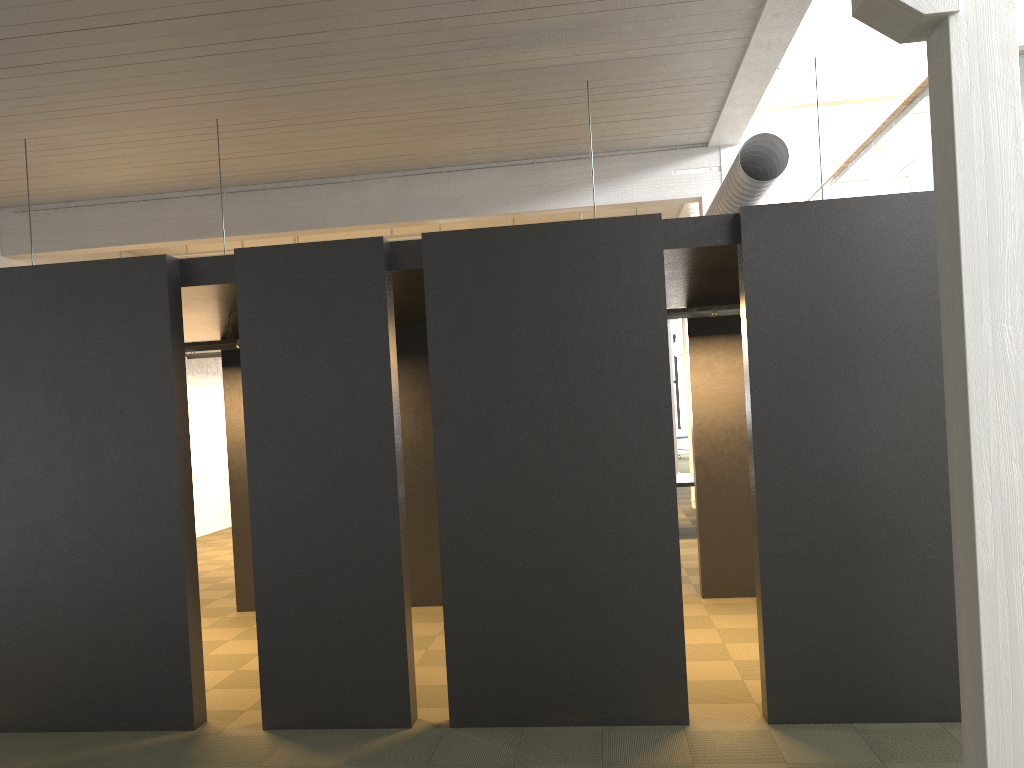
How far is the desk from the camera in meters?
11.8 m

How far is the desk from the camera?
11.8 meters

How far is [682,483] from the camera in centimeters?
1177cm
